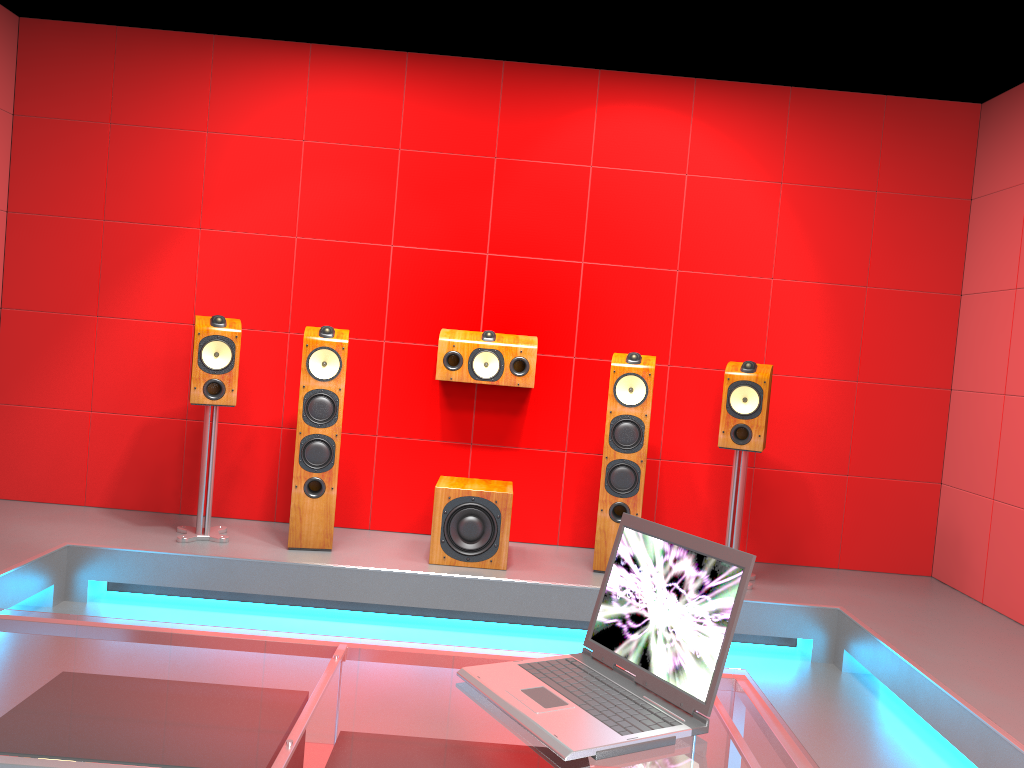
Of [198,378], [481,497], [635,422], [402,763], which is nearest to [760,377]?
[635,422]

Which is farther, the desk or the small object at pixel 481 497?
the small object at pixel 481 497

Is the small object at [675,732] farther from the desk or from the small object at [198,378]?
the small object at [198,378]

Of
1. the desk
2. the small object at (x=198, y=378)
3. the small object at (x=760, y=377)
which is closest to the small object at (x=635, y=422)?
the small object at (x=760, y=377)

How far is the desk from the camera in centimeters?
121cm

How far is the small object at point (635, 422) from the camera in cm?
413

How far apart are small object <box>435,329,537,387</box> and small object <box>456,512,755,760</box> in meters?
2.8

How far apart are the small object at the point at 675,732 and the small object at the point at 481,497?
2.4m

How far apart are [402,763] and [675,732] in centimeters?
42cm

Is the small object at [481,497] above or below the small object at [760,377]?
below
